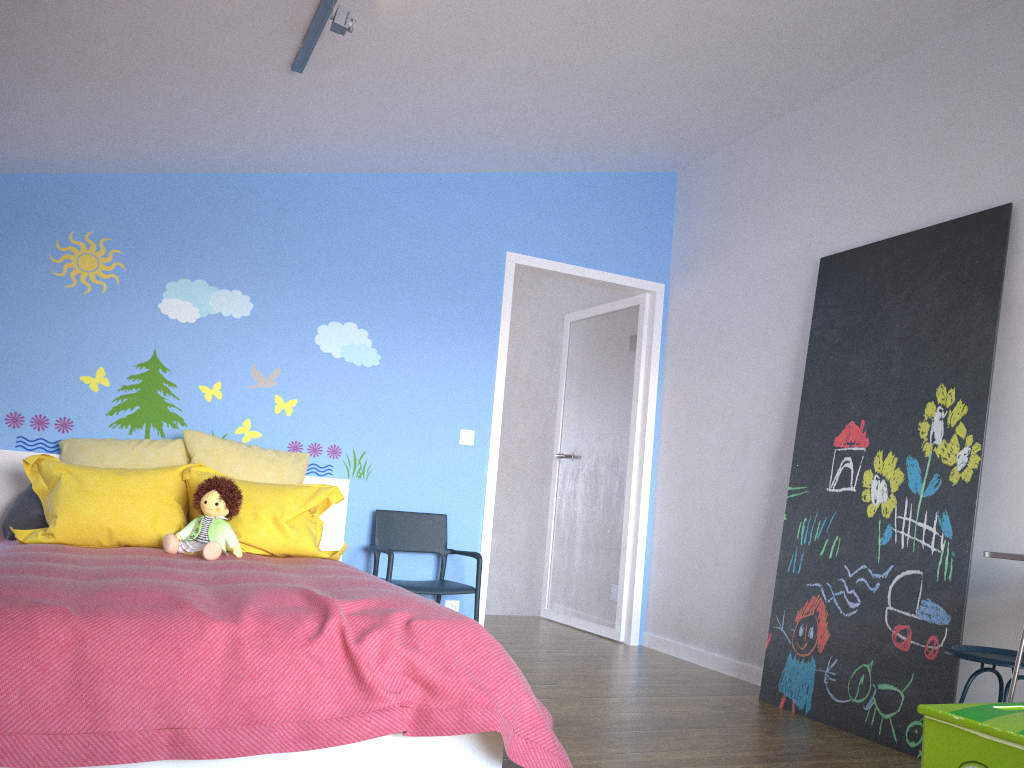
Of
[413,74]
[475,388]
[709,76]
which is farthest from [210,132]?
[709,76]

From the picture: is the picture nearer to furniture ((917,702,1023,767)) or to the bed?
furniture ((917,702,1023,767))

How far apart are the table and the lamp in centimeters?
233cm

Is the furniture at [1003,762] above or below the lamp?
below

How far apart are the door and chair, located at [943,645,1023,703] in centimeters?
249cm

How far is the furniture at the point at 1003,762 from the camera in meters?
1.7 m

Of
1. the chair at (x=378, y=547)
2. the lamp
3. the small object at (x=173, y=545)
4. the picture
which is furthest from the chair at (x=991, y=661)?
the lamp

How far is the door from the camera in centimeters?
511cm

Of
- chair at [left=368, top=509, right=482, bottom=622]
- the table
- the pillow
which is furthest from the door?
the table

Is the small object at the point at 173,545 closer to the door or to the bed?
the bed
